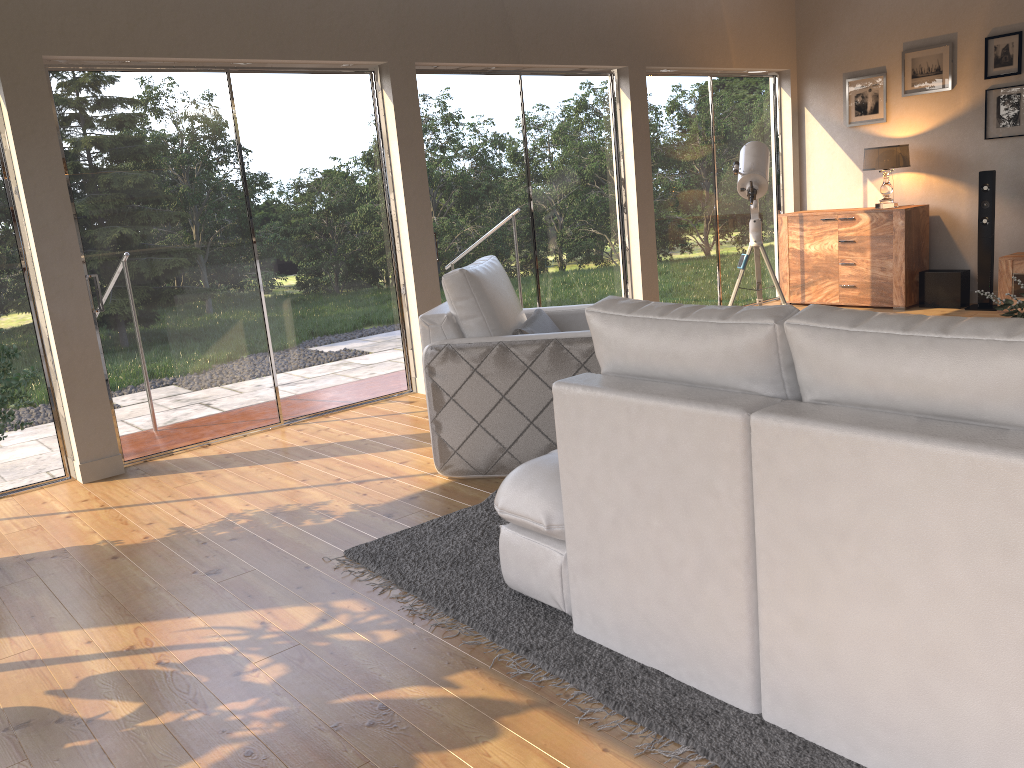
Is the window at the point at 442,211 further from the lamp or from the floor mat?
the floor mat

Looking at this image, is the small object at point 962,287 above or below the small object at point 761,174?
below

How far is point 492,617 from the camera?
2.71m

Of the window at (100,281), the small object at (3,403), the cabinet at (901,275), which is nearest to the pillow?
the window at (100,281)

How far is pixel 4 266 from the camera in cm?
444

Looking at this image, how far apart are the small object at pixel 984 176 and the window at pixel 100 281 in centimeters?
460cm

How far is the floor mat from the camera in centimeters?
200cm

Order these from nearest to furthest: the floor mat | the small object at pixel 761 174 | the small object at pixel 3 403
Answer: the floor mat < the small object at pixel 3 403 < the small object at pixel 761 174

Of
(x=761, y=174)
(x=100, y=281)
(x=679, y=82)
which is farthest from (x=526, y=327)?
(x=679, y=82)

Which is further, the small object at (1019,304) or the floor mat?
the small object at (1019,304)
